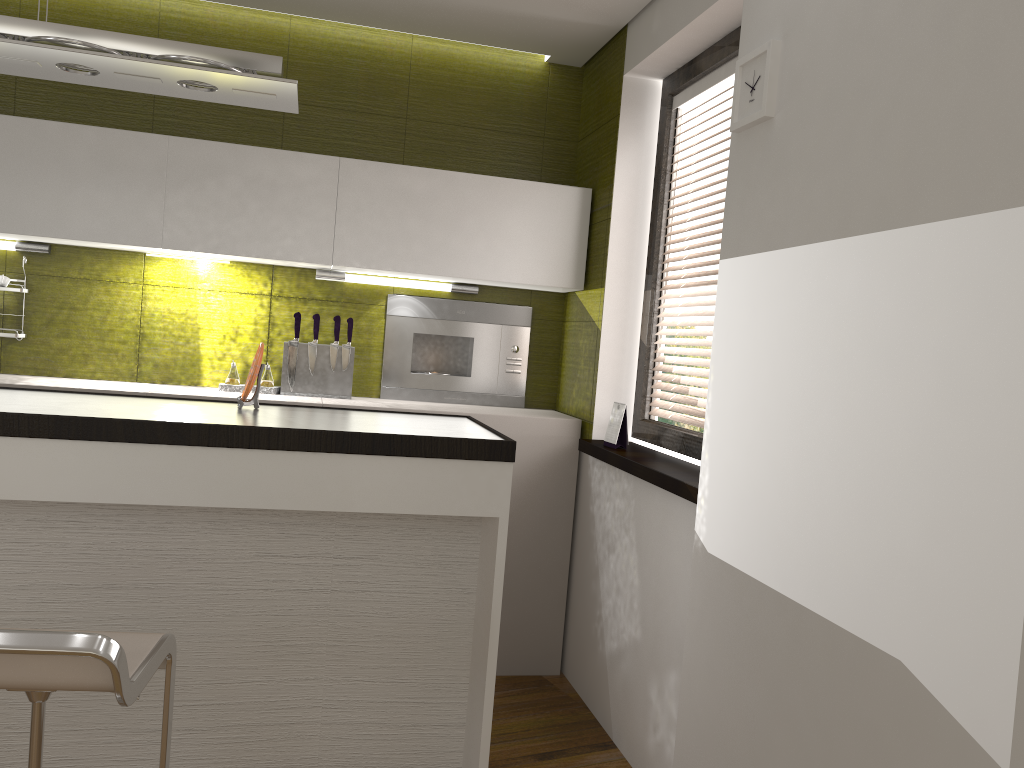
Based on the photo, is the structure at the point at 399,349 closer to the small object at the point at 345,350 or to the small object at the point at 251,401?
the small object at the point at 345,350

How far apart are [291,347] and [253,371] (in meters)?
1.26

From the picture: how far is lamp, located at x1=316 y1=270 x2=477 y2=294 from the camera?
3.8m

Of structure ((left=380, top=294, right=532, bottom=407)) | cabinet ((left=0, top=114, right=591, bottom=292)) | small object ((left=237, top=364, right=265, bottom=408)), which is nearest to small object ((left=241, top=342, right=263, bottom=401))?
small object ((left=237, top=364, right=265, bottom=408))

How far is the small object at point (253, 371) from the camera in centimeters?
247cm

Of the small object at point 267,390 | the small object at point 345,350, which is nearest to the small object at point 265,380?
the small object at point 267,390

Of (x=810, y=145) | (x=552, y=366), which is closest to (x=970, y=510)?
(x=810, y=145)

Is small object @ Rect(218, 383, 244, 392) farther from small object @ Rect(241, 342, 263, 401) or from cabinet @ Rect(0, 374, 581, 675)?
small object @ Rect(241, 342, 263, 401)

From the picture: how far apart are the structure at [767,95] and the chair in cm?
175

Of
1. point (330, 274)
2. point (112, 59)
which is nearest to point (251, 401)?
point (112, 59)
